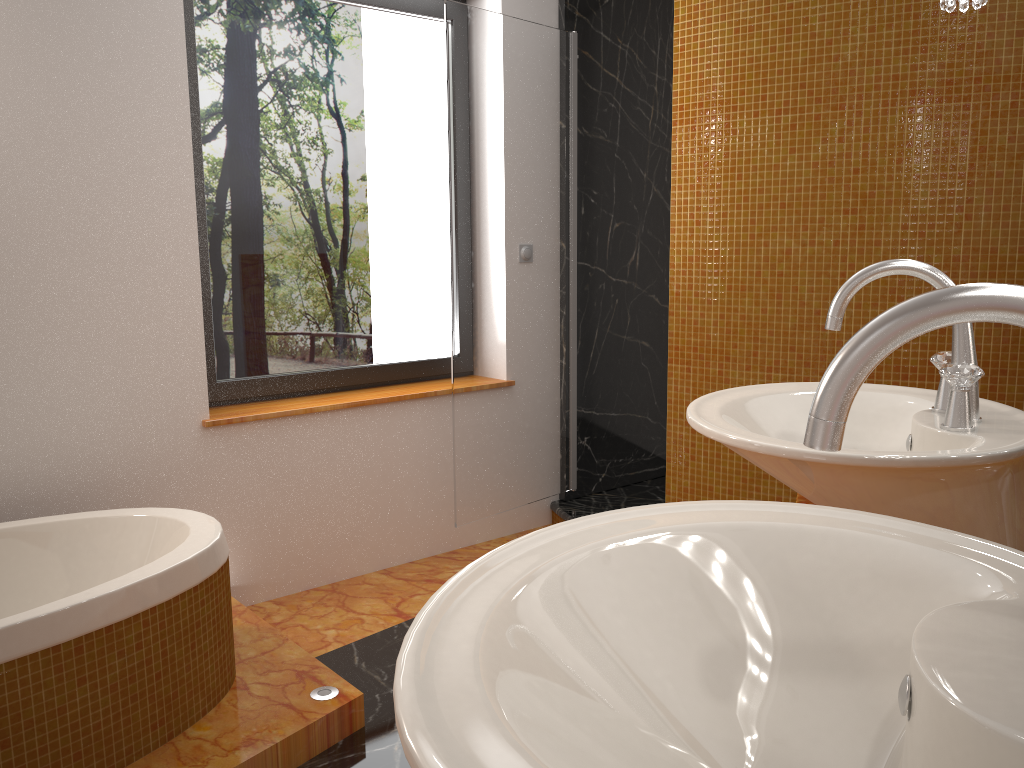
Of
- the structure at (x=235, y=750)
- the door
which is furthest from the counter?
the door

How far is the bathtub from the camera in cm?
173

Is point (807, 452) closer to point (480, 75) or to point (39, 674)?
point (39, 674)

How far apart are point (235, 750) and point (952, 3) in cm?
207

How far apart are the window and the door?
0.3 meters

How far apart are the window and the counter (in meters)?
2.19

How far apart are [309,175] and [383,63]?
0.52m

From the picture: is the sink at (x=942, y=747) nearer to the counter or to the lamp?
the counter

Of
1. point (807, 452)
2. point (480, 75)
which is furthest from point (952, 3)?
point (480, 75)

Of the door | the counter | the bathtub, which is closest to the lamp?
the counter
